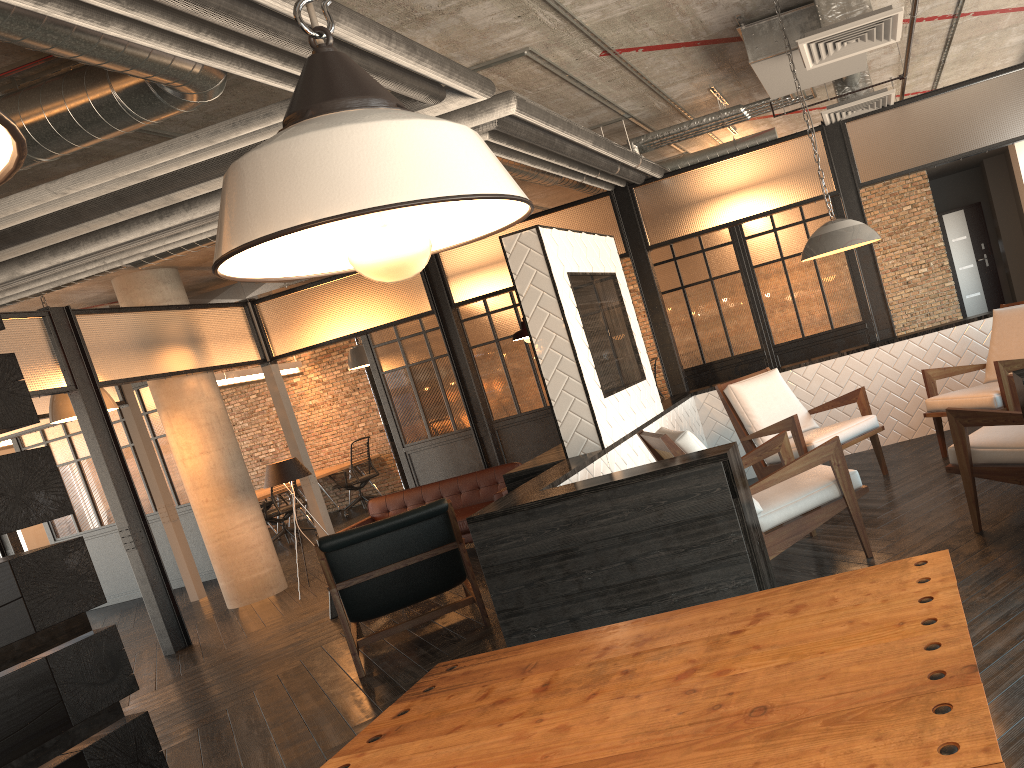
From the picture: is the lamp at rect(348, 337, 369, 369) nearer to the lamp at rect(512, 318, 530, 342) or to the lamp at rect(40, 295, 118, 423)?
the lamp at rect(40, 295, 118, 423)

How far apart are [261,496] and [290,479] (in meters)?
4.46

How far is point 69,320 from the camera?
7.36m

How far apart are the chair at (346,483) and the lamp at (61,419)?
5.97m

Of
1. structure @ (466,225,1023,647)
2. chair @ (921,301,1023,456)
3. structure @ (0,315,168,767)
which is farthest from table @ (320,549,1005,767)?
chair @ (921,301,1023,456)

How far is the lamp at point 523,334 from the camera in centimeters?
509cm

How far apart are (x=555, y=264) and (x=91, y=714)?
3.1 meters

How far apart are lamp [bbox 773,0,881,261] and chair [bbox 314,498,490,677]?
2.4 meters

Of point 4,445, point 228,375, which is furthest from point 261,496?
point 4,445

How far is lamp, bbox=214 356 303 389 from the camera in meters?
13.3
